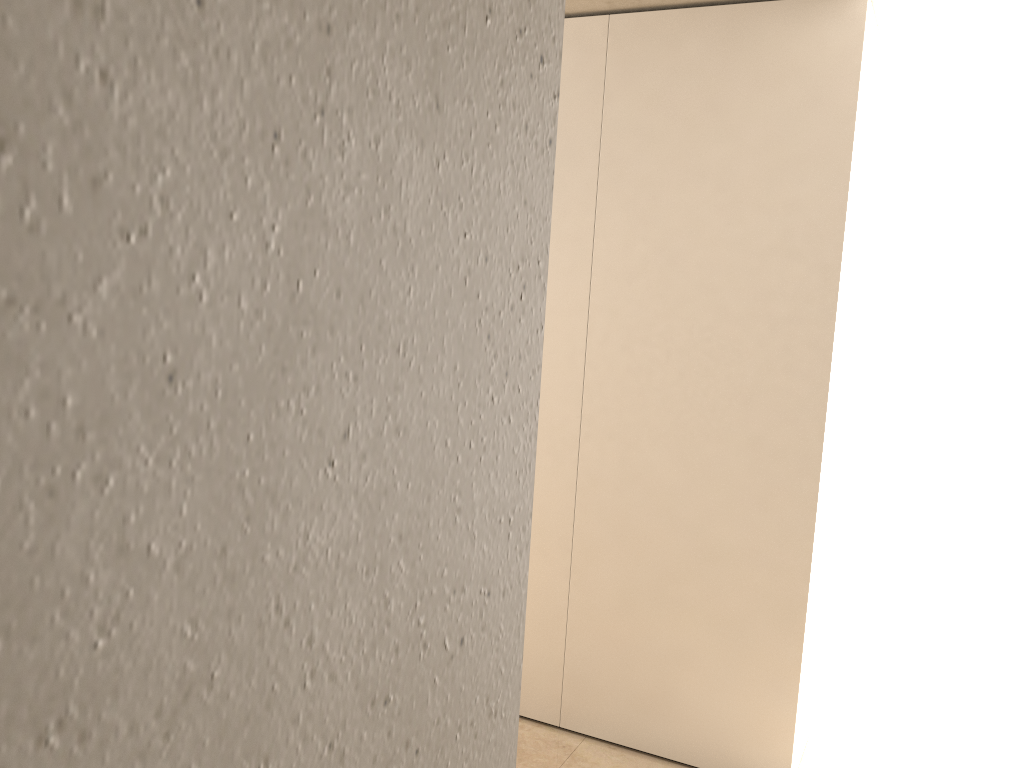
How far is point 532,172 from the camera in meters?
0.5

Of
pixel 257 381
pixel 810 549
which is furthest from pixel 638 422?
pixel 257 381
